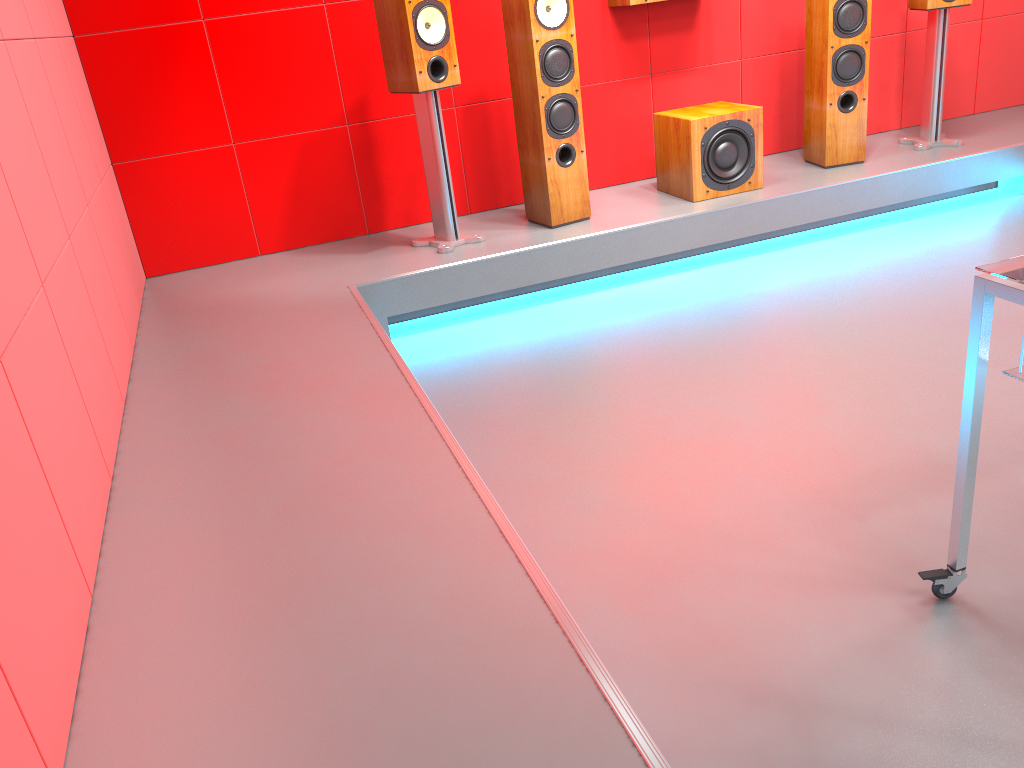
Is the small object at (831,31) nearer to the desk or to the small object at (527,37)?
the small object at (527,37)

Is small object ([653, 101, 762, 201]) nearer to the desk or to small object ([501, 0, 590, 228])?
small object ([501, 0, 590, 228])

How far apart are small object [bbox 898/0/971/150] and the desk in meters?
3.2

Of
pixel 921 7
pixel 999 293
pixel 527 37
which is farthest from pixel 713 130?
pixel 999 293

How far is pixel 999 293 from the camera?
1.5 meters

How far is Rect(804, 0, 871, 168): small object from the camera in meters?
4.0 m

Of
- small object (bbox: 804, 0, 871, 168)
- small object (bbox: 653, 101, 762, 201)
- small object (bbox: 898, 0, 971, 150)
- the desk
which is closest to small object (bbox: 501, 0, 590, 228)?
small object (bbox: 653, 101, 762, 201)

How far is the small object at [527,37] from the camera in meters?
3.5

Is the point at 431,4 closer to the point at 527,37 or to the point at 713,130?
the point at 527,37

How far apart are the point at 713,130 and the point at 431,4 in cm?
132
